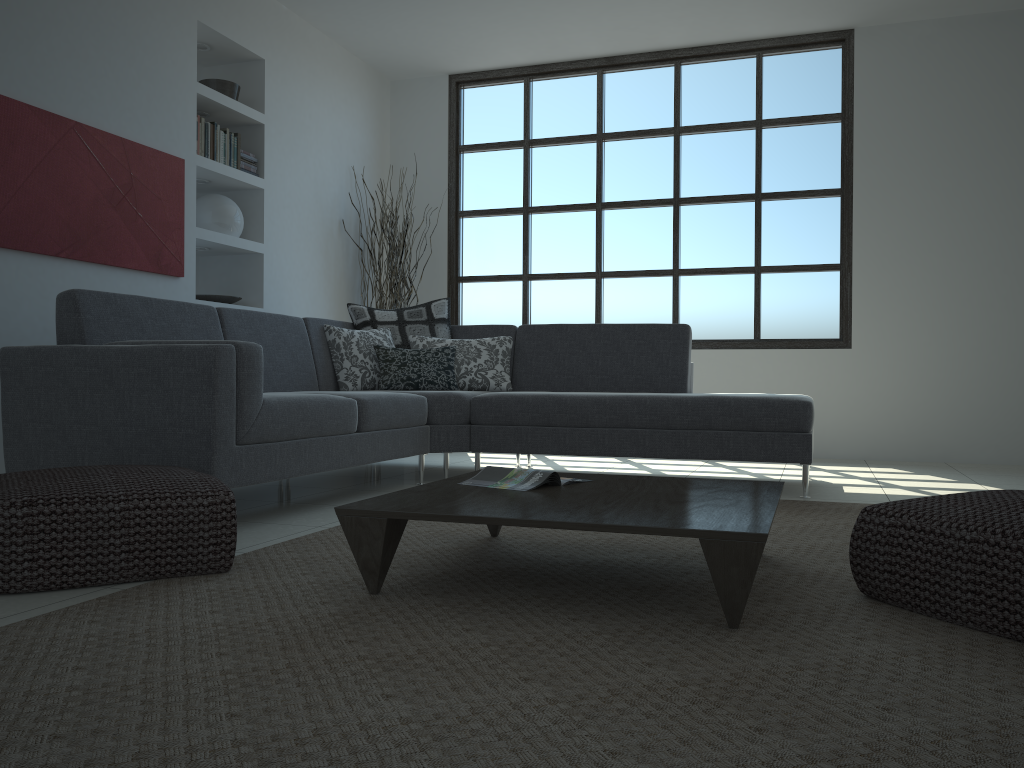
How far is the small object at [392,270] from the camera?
6.5 meters

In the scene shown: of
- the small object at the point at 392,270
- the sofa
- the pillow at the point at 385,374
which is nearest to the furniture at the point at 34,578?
the sofa

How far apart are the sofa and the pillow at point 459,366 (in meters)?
0.08

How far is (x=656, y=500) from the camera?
2.31m

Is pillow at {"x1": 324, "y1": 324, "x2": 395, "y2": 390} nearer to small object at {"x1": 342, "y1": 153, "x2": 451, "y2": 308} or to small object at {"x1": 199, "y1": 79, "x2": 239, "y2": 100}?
small object at {"x1": 342, "y1": 153, "x2": 451, "y2": 308}

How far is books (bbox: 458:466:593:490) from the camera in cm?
256

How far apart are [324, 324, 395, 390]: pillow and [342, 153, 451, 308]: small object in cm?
145

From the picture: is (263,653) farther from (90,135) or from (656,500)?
(90,135)

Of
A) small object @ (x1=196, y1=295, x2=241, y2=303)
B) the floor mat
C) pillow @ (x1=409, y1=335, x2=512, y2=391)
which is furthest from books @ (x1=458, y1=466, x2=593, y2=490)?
small object @ (x1=196, y1=295, x2=241, y2=303)

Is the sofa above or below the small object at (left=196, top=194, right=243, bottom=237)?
below
